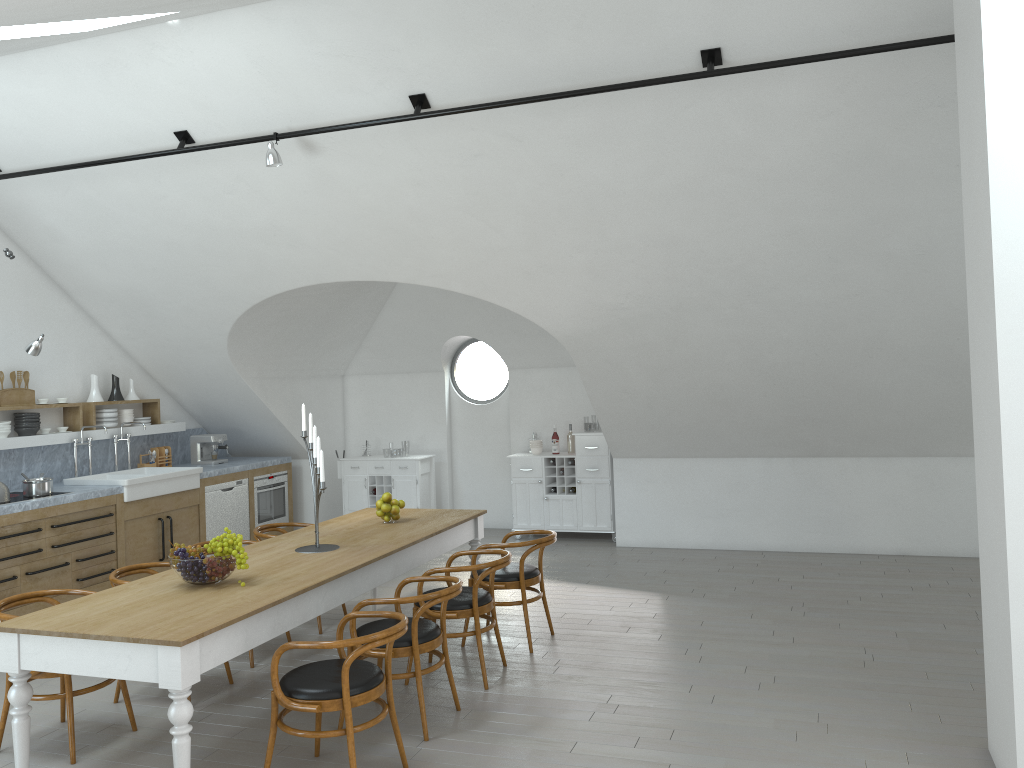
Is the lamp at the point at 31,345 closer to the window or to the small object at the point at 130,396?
the small object at the point at 130,396

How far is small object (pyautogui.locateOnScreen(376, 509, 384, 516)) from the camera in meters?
6.2

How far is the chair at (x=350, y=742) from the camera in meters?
3.8 m

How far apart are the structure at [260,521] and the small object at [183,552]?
5.13m

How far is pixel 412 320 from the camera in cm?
999

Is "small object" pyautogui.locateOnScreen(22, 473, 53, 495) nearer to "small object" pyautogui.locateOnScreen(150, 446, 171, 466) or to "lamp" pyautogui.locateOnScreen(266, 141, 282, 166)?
"small object" pyautogui.locateOnScreen(150, 446, 171, 466)

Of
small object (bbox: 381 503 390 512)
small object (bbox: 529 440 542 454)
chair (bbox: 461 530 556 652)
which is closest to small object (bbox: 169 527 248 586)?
small object (bbox: 381 503 390 512)

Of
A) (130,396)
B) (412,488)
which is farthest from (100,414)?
(412,488)

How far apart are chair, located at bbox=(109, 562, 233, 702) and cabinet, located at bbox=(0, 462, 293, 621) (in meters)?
1.85

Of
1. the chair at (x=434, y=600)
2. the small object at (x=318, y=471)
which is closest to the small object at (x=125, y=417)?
the small object at (x=318, y=471)
